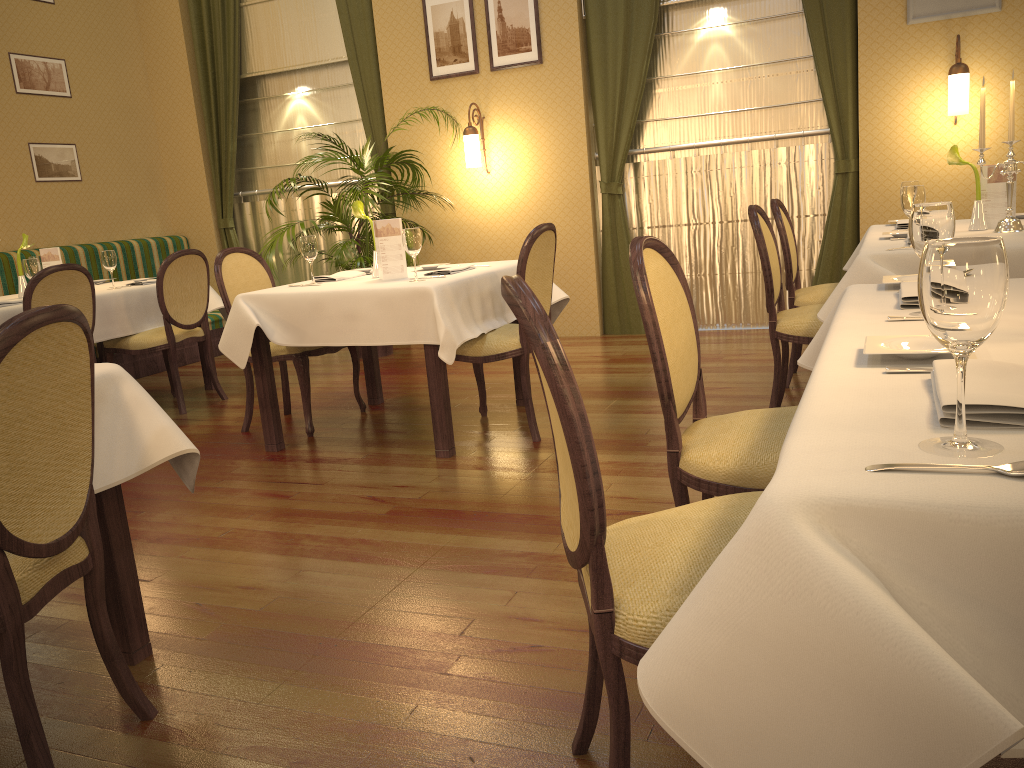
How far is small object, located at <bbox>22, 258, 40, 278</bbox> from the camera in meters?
4.8

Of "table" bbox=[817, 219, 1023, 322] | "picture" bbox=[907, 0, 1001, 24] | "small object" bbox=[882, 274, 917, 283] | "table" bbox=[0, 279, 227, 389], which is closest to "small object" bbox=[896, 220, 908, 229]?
"table" bbox=[817, 219, 1023, 322]

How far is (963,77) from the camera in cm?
518

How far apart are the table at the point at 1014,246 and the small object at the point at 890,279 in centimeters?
90cm

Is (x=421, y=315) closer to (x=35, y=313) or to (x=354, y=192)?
(x=35, y=313)

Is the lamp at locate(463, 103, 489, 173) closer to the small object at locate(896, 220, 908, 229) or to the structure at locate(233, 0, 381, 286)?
the structure at locate(233, 0, 381, 286)

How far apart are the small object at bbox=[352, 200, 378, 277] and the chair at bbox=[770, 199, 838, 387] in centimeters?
199cm

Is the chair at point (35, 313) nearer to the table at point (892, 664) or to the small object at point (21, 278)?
the table at point (892, 664)

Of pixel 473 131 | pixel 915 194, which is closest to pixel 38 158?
pixel 473 131

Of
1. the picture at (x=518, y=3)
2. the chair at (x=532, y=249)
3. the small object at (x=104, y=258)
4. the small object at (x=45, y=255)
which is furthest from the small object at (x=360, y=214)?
the picture at (x=518, y=3)
